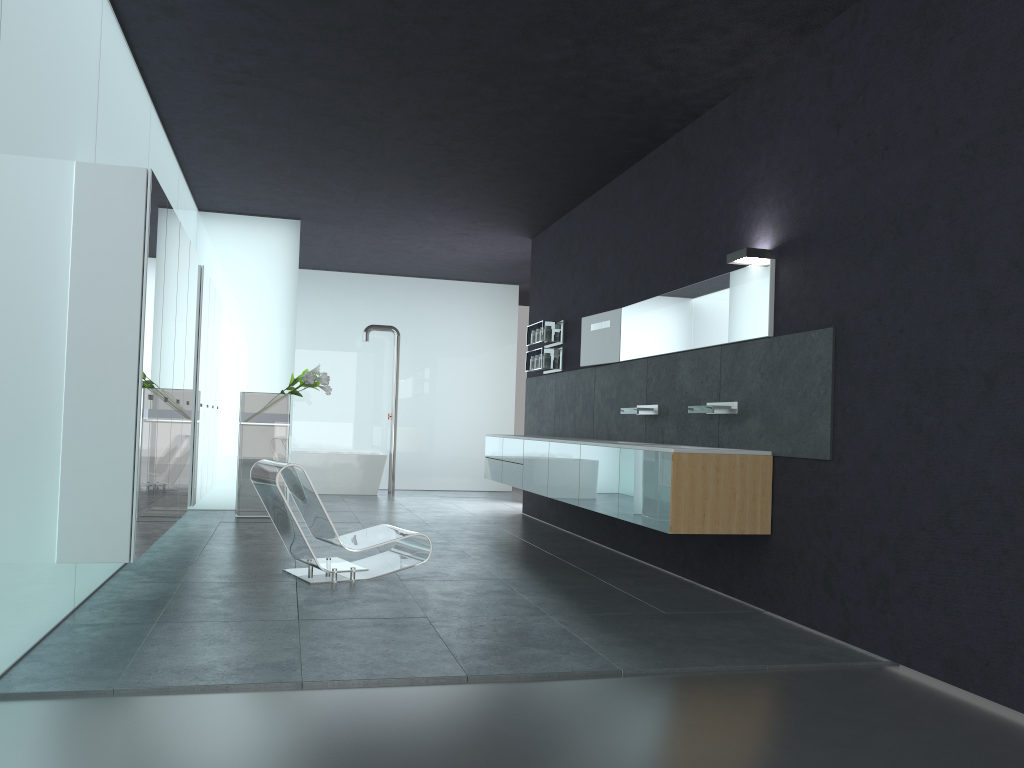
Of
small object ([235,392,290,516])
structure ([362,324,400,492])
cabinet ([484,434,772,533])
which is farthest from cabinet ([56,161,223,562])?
structure ([362,324,400,492])

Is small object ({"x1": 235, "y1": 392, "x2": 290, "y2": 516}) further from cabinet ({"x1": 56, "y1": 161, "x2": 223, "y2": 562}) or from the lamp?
the lamp

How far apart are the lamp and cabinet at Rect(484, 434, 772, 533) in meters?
1.4 m

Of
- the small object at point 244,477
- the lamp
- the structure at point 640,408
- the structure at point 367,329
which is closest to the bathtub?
the structure at point 367,329

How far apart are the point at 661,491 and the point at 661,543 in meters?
1.9 m

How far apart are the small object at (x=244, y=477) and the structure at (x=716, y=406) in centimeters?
565cm

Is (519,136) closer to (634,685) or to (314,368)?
(314,368)

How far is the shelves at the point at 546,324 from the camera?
10.6m

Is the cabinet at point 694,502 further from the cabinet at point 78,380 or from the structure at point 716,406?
the cabinet at point 78,380

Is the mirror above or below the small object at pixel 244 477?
above
